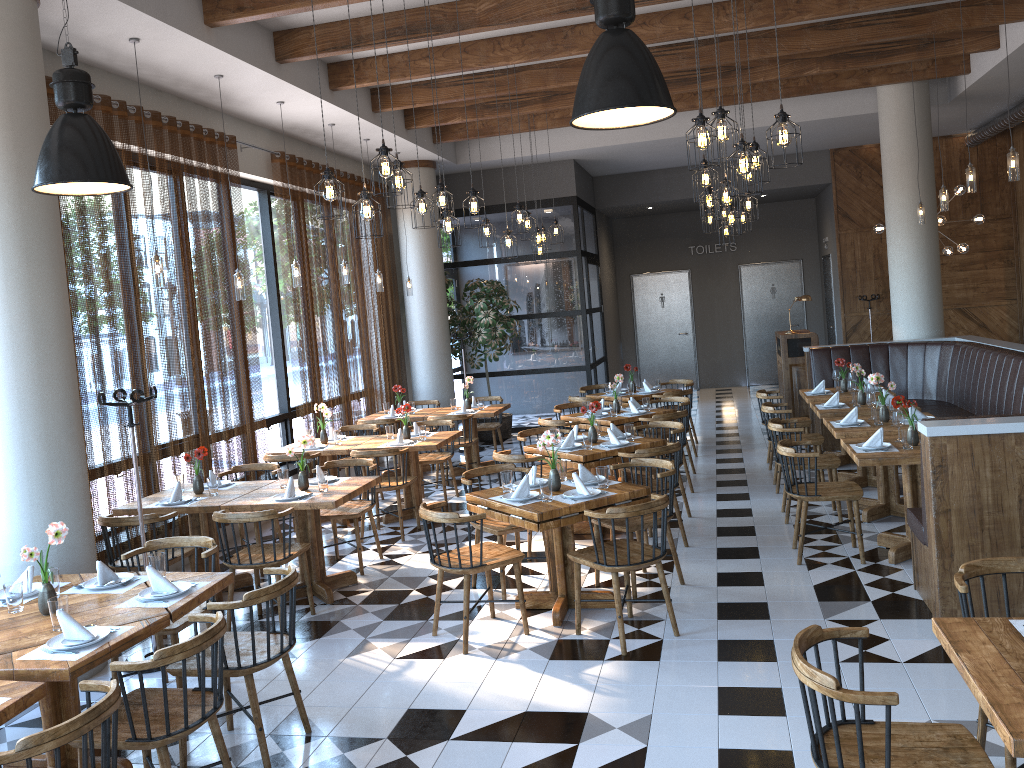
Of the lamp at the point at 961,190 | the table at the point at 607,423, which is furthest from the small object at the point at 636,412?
the lamp at the point at 961,190

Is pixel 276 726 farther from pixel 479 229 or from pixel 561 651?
pixel 479 229

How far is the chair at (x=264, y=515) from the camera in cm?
554

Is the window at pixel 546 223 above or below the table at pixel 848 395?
above

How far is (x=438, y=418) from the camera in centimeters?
979cm

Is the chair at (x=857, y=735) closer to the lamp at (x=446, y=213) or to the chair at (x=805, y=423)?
the lamp at (x=446, y=213)

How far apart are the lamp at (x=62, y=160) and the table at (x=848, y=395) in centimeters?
705cm

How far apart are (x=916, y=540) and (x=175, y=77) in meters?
6.5 m

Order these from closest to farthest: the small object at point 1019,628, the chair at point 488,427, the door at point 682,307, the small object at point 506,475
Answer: the small object at point 1019,628
the small object at point 506,475
the chair at point 488,427
the door at point 682,307

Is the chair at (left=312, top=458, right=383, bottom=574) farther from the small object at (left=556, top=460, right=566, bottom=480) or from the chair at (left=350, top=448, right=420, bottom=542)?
the small object at (left=556, top=460, right=566, bottom=480)
